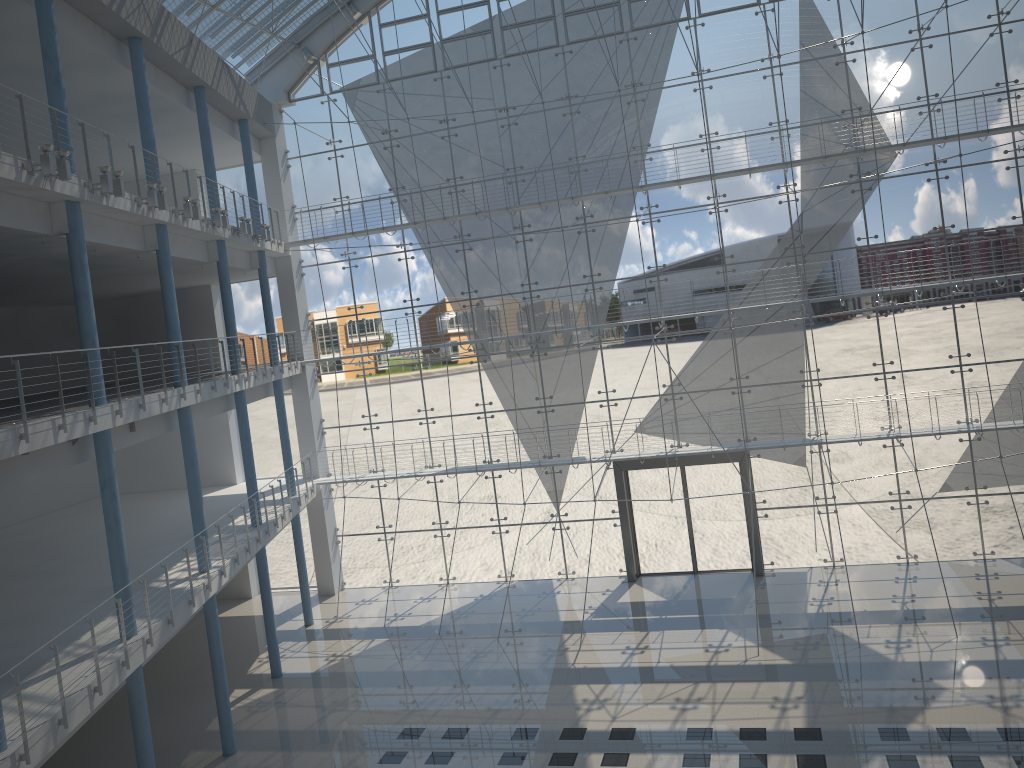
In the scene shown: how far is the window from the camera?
3.3m

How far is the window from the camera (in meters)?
3.26

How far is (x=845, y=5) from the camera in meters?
3.3 m
